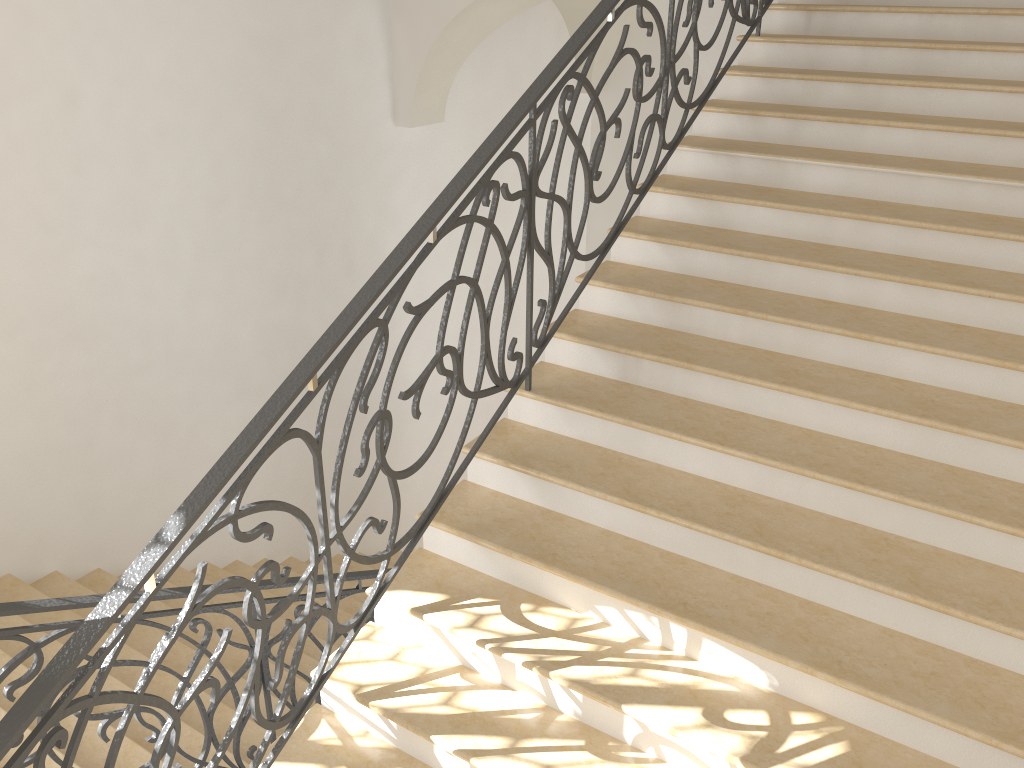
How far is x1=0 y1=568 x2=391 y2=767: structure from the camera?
2.8 meters

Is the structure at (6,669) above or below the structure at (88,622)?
below

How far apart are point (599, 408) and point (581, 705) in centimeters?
117cm

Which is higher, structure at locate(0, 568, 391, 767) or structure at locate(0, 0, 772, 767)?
structure at locate(0, 0, 772, 767)

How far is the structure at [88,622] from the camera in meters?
2.1 m

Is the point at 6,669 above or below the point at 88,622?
below

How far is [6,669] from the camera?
2.82m

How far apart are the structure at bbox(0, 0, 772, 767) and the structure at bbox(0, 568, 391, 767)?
0.7 meters

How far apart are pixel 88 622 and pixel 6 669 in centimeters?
96cm

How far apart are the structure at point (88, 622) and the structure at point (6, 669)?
0.7m
